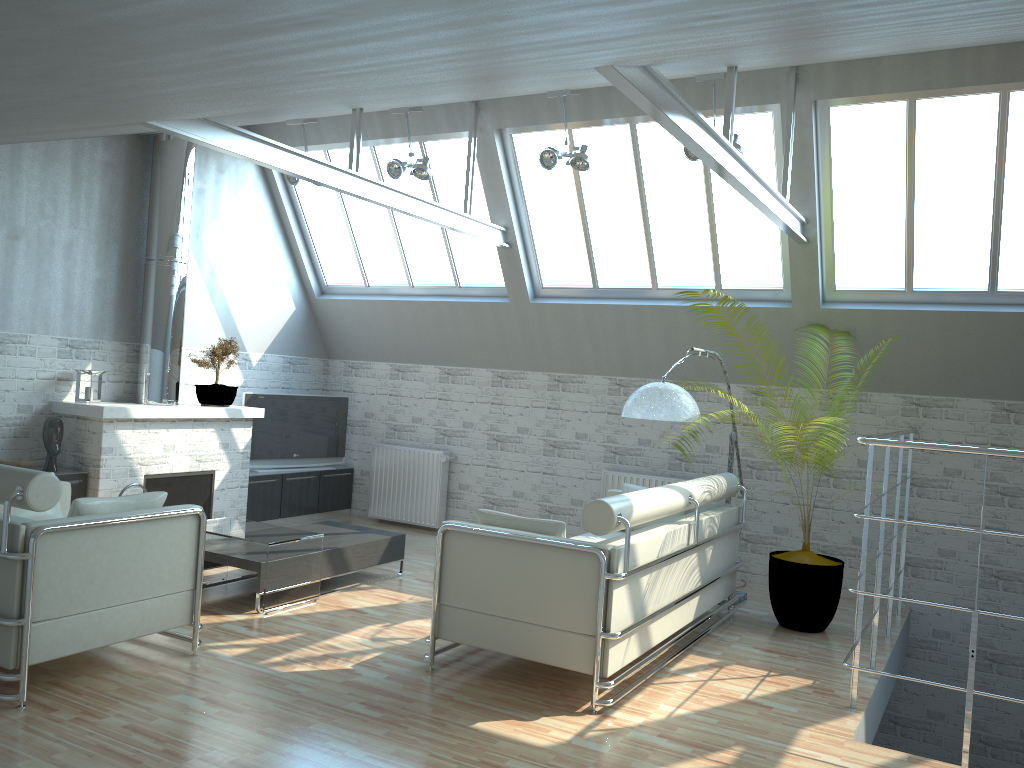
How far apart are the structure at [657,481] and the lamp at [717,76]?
5.67m

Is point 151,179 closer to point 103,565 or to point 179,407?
point 179,407

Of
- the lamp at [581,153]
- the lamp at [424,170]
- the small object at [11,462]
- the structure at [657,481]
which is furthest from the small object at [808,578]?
the small object at [11,462]

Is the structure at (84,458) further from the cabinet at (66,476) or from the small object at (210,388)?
the small object at (210,388)

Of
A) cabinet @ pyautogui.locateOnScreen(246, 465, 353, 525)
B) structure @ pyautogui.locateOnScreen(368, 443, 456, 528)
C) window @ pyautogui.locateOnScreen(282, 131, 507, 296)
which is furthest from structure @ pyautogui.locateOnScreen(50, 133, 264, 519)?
structure @ pyautogui.locateOnScreen(368, 443, 456, 528)

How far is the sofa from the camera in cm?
849

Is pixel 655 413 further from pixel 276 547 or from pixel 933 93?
pixel 933 93

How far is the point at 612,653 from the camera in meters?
8.5

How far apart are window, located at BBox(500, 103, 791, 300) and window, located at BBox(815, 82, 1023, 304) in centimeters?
56cm

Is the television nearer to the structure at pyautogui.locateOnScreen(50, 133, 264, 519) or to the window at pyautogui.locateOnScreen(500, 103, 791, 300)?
the structure at pyautogui.locateOnScreen(50, 133, 264, 519)
